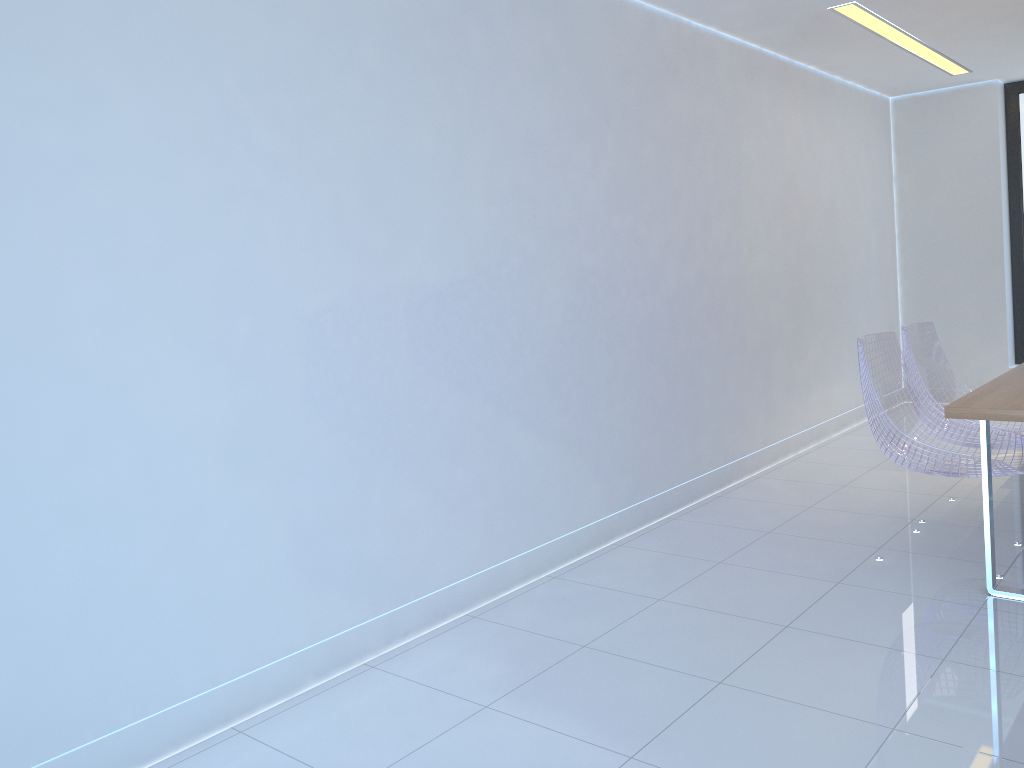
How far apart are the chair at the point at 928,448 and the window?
3.8m

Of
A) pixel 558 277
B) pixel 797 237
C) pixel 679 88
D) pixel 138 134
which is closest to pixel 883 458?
pixel 797 237

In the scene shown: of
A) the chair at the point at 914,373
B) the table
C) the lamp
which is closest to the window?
the lamp

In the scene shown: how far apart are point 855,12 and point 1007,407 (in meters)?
2.70

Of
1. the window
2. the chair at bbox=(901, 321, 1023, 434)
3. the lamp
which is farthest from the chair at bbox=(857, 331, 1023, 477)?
the window

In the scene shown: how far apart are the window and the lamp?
0.8m

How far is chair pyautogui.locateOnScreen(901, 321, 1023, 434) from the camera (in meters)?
3.96

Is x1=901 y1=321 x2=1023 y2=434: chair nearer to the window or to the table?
the table

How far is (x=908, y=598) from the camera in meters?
3.2 m

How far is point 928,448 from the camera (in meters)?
3.35
